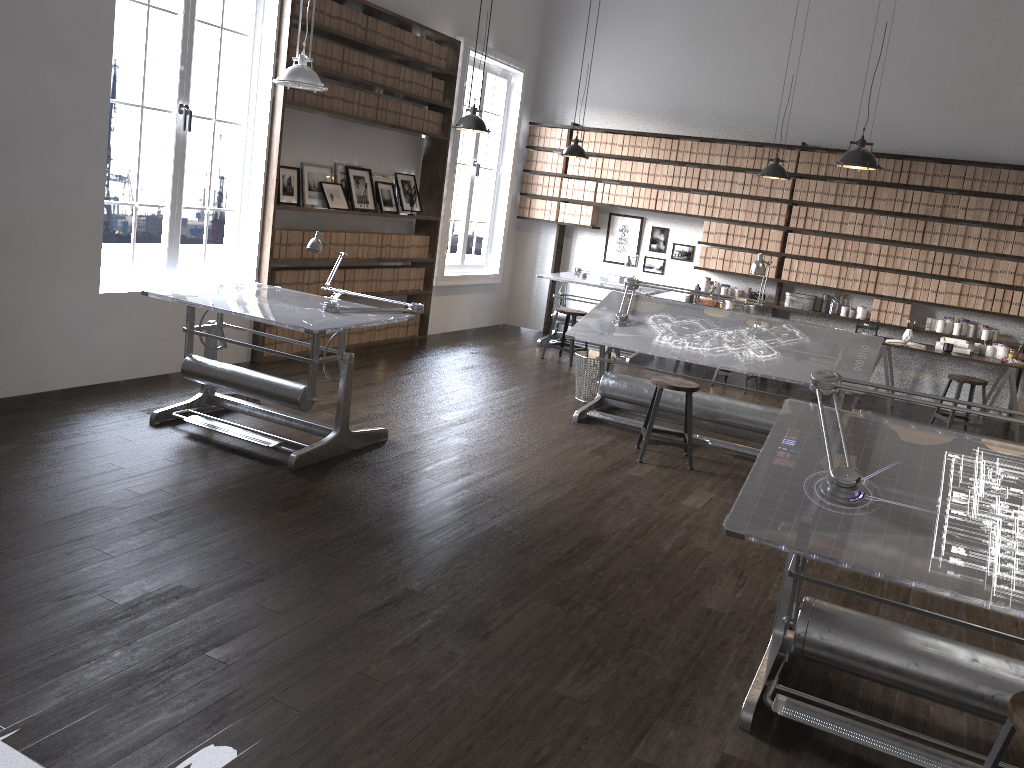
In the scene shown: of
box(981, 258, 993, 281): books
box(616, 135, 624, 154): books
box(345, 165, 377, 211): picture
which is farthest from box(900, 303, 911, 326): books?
box(345, 165, 377, 211): picture

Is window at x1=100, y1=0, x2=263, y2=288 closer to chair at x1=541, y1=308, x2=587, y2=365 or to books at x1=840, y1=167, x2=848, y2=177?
chair at x1=541, y1=308, x2=587, y2=365

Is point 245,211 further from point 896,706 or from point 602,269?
point 896,706

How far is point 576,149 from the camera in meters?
8.5 m

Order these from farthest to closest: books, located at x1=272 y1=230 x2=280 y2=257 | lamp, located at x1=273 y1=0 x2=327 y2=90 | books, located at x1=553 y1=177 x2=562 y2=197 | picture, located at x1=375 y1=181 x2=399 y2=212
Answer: books, located at x1=553 y1=177 x2=562 y2=197 < picture, located at x1=375 y1=181 x2=399 y2=212 < books, located at x1=272 y1=230 x2=280 y2=257 < lamp, located at x1=273 y1=0 x2=327 y2=90

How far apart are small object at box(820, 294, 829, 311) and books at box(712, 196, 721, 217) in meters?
1.4 m

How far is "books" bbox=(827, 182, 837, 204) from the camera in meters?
8.8 m

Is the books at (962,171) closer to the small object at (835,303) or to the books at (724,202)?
the small object at (835,303)

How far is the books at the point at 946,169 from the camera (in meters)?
8.35

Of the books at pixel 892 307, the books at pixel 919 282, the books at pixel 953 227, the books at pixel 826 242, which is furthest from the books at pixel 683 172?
the books at pixel 953 227
